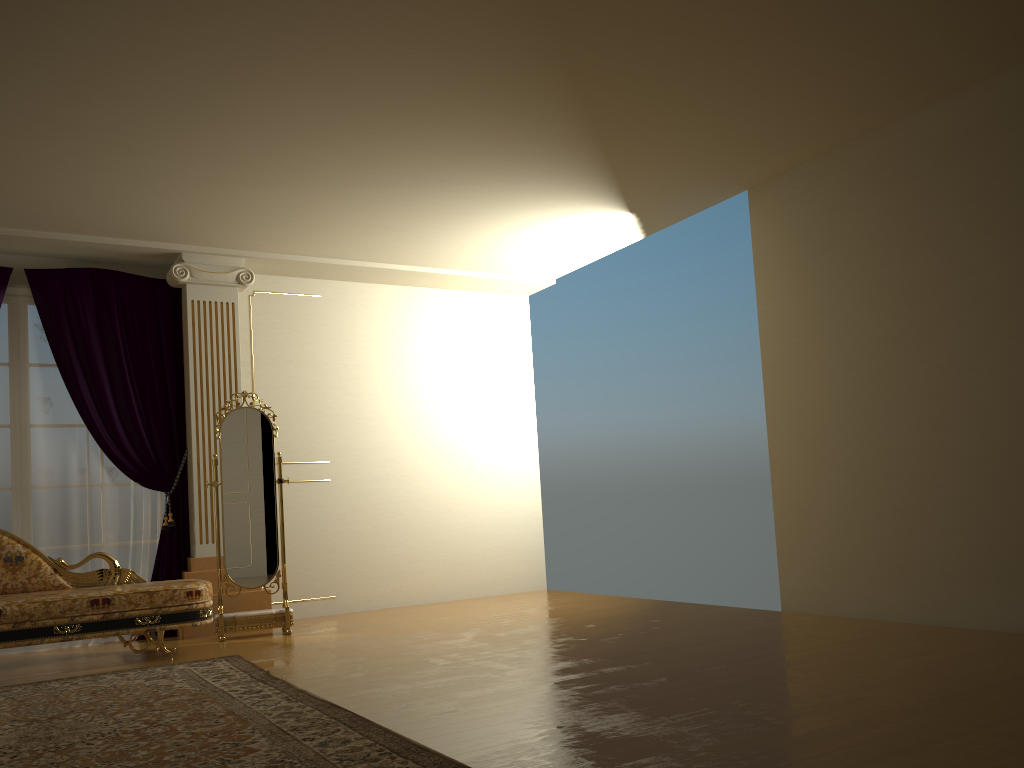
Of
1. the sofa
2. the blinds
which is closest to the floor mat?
the sofa

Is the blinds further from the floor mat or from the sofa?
the floor mat

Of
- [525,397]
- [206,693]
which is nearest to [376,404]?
[525,397]

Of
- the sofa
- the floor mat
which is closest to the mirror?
the sofa

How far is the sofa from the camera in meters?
4.8 m

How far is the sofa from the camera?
4.8m

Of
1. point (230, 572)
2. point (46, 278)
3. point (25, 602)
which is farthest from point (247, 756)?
point (46, 278)

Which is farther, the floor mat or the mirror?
the mirror

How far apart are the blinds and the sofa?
0.6m

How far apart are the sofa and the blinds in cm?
60
